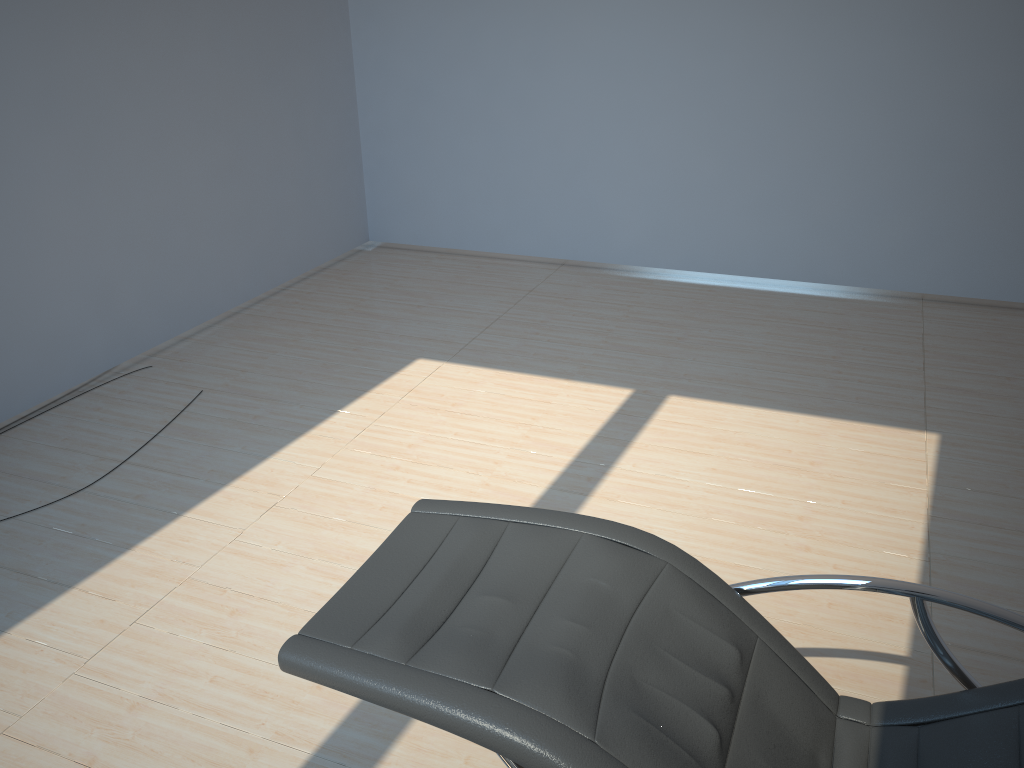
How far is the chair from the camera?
1.6 meters

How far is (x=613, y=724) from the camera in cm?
158

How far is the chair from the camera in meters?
1.6
